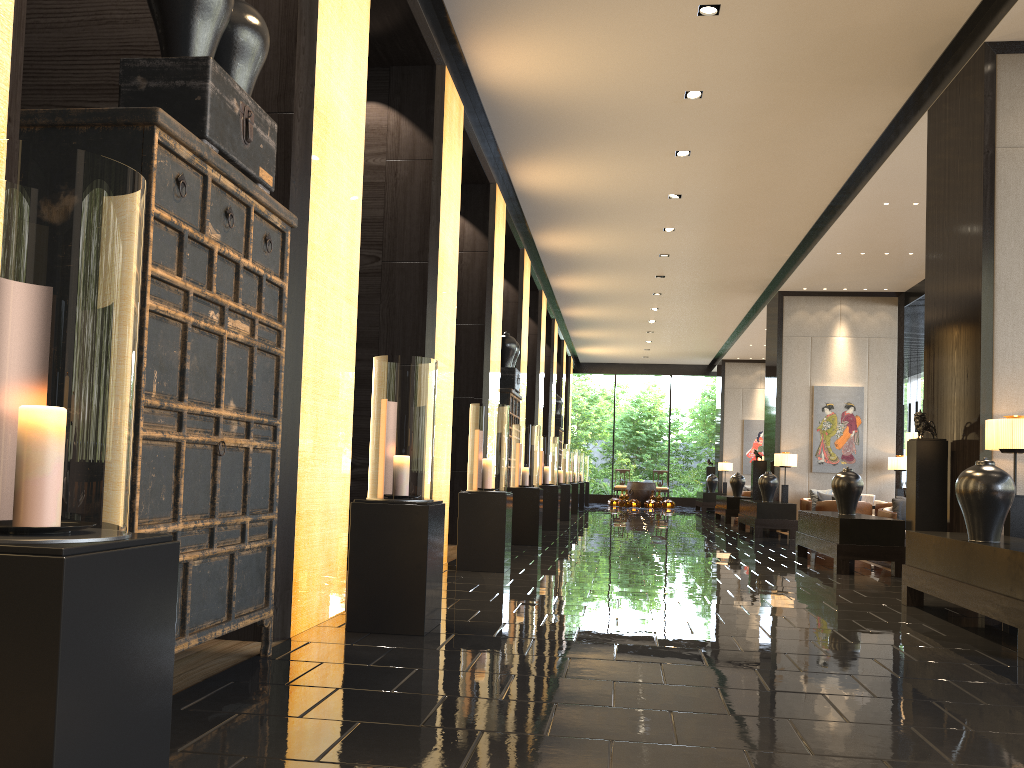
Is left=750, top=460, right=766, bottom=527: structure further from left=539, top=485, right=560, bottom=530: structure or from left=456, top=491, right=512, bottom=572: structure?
left=456, top=491, right=512, bottom=572: structure

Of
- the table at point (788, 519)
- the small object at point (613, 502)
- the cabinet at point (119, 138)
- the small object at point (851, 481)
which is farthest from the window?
the cabinet at point (119, 138)

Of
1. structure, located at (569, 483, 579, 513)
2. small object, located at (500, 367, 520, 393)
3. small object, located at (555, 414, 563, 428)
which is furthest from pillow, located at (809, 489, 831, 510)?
small object, located at (555, 414, 563, 428)

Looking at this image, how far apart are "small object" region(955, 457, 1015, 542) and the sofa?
9.7 meters

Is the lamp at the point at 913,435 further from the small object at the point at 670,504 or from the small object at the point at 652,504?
the small object at the point at 670,504

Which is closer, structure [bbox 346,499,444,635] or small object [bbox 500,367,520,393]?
structure [bbox 346,499,444,635]

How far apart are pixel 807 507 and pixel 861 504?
1.7m

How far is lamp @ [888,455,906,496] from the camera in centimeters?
1461cm

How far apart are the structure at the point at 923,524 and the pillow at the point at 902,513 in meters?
2.9 m

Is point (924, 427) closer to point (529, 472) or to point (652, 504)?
point (529, 472)
